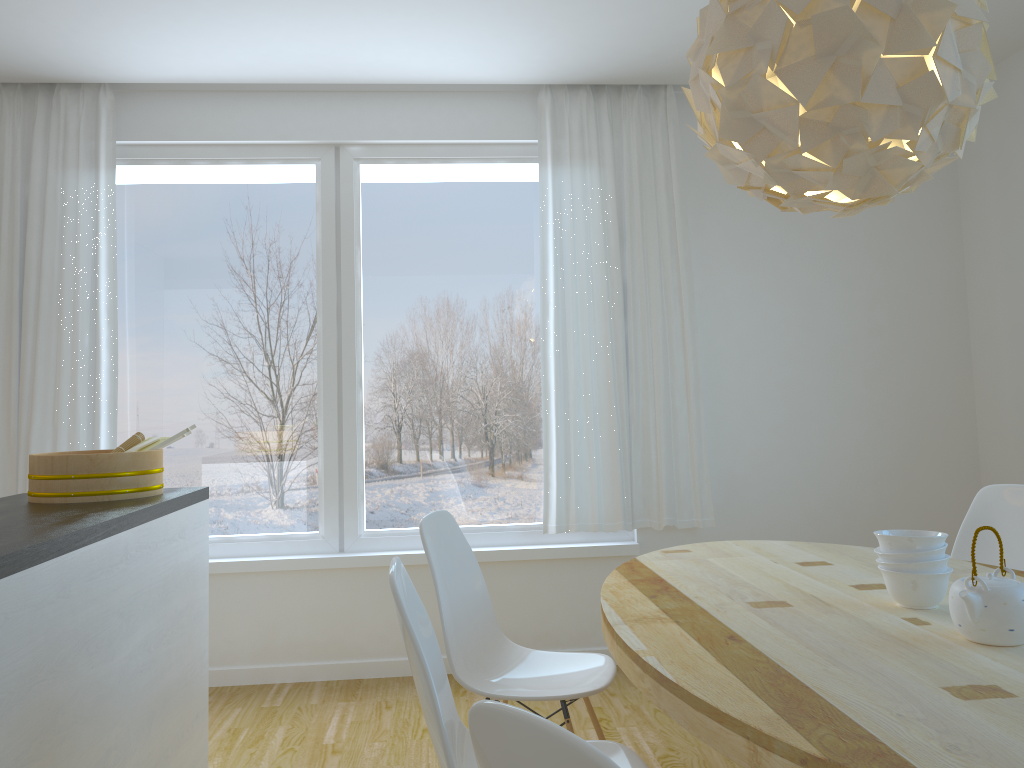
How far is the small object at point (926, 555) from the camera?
1.9m

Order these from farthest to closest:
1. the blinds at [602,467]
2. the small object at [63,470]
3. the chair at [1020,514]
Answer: the blinds at [602,467] → the chair at [1020,514] → the small object at [63,470]

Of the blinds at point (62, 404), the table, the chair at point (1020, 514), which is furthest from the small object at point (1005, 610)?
the blinds at point (62, 404)

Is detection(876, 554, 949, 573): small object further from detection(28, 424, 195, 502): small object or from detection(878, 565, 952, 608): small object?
detection(28, 424, 195, 502): small object

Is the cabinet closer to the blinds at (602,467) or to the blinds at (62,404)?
the blinds at (62,404)

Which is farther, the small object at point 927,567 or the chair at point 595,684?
the chair at point 595,684

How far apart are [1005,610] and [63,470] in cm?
240

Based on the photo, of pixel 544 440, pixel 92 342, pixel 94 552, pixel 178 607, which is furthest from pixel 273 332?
pixel 94 552

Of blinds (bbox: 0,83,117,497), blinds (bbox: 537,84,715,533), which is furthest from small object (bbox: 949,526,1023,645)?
blinds (bbox: 0,83,117,497)

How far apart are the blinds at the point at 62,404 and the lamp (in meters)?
2.96
